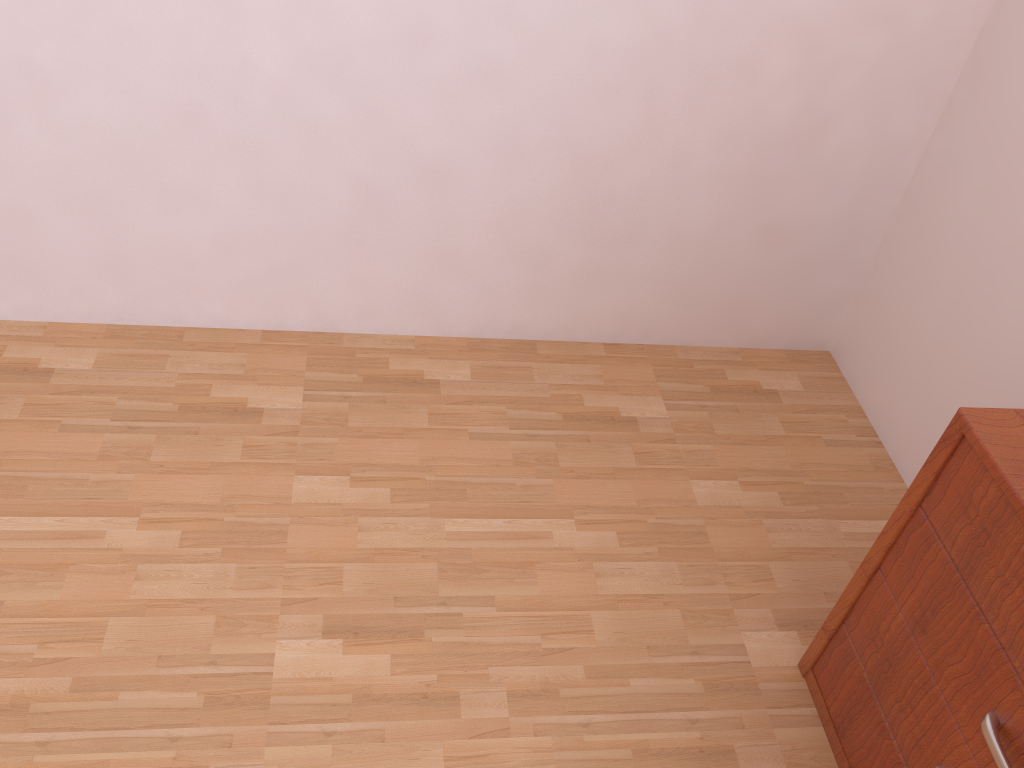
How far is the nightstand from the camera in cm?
107

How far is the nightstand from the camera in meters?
1.1 m

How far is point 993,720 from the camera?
1.07m
